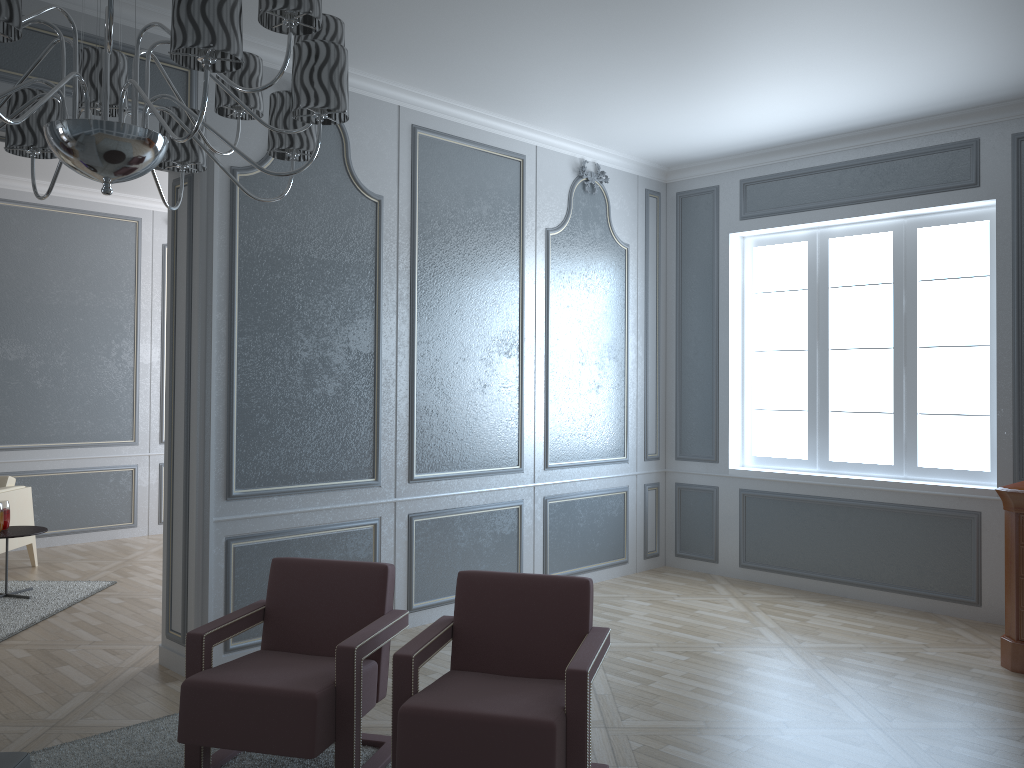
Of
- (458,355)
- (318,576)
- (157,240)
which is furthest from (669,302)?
(157,240)

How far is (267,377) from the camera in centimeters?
396cm

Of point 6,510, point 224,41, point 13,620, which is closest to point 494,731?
point 224,41

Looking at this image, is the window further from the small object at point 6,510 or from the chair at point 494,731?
the small object at point 6,510

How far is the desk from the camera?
3.90m

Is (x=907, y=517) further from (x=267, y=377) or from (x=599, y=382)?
(x=267, y=377)

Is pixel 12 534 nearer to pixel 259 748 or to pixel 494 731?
pixel 259 748

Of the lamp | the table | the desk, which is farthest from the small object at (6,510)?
the desk

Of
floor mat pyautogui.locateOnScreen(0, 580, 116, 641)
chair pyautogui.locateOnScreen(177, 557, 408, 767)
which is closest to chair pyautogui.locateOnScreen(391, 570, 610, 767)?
chair pyautogui.locateOnScreen(177, 557, 408, 767)

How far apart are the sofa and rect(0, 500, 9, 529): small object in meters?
3.5 m
